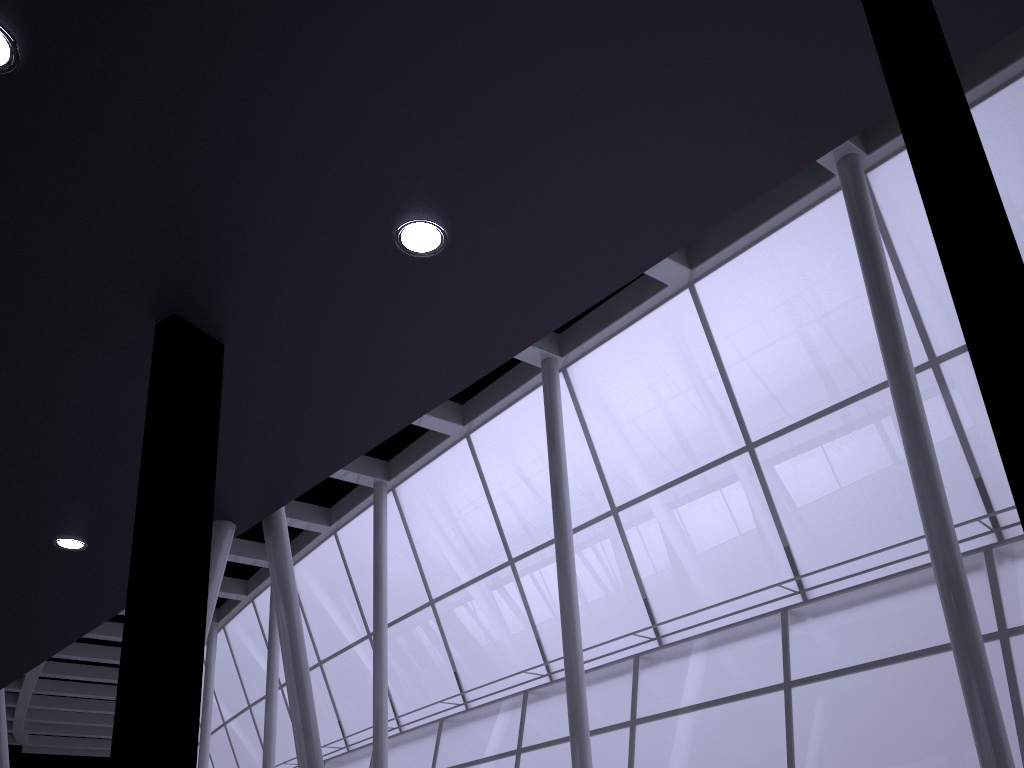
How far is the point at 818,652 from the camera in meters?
25.7
